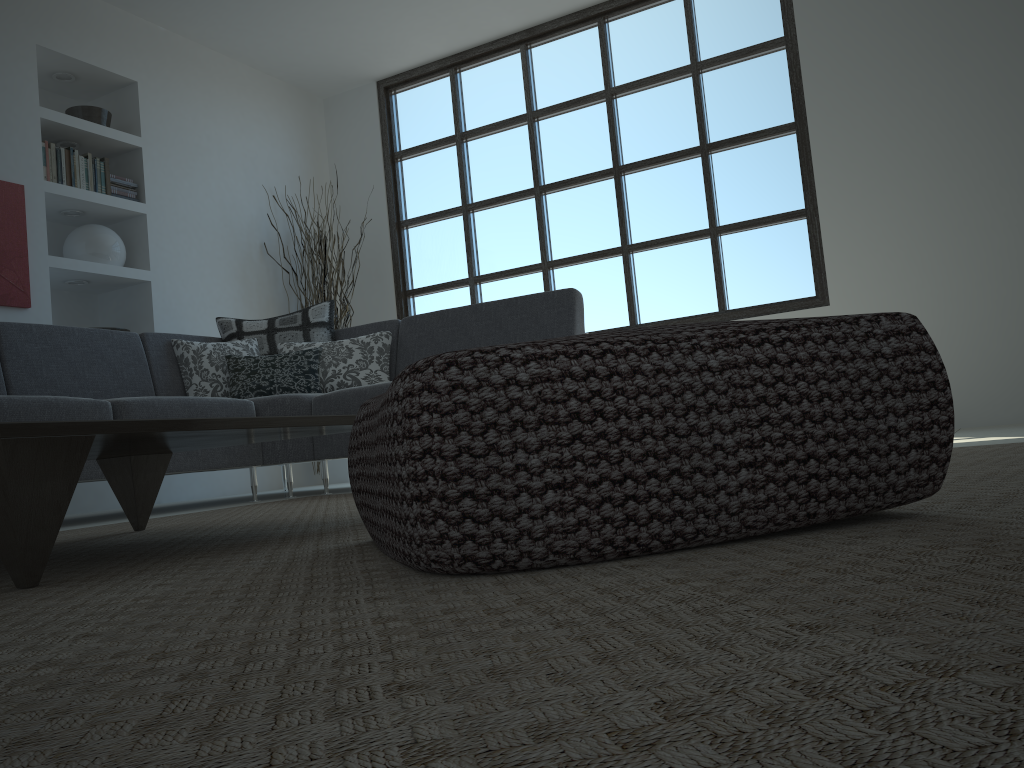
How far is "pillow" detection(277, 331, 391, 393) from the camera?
4.5m

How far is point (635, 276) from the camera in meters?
5.8 m

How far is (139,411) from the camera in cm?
339

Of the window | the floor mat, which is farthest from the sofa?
the window

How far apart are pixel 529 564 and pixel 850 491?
0.38m

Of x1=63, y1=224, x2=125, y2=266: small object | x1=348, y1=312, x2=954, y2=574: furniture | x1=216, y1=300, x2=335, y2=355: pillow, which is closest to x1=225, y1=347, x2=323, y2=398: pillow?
x1=216, y1=300, x2=335, y2=355: pillow

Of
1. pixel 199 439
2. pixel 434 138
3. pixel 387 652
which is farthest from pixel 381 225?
pixel 387 652

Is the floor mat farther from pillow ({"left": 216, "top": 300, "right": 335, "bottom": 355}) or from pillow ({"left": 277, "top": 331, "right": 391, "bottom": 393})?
pillow ({"left": 216, "top": 300, "right": 335, "bottom": 355})

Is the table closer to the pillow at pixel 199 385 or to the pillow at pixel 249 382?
the pillow at pixel 249 382

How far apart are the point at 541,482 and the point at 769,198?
4.9 meters
